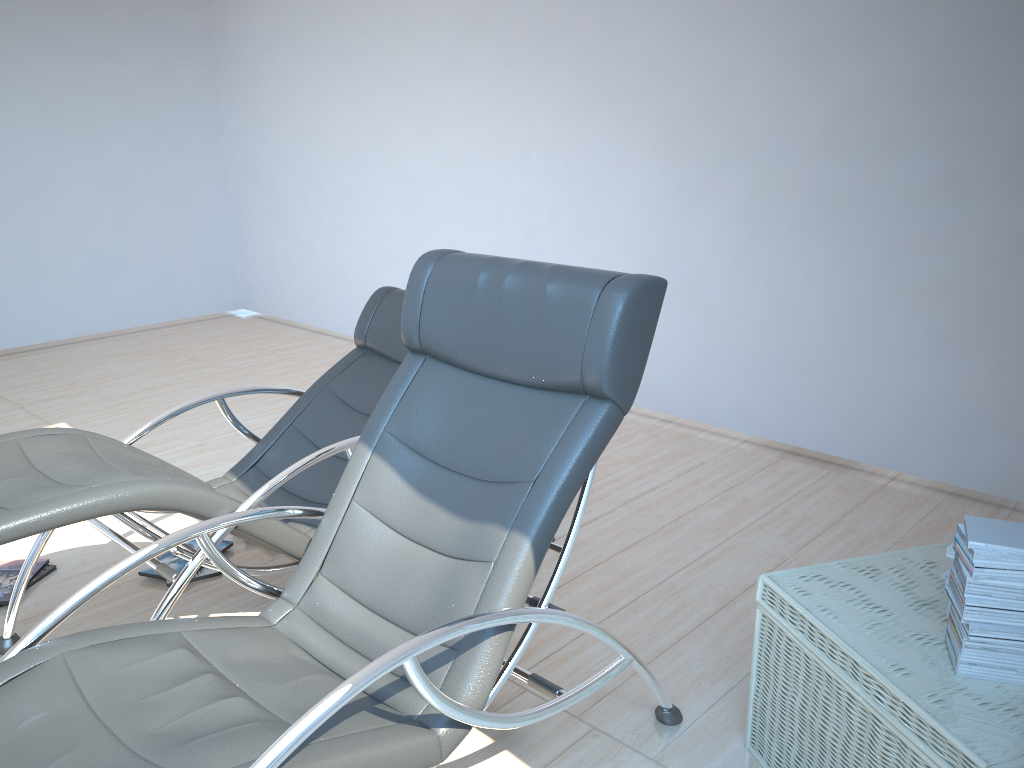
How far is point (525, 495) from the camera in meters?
2.0 m

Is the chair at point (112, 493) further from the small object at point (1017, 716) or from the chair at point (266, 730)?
the small object at point (1017, 716)

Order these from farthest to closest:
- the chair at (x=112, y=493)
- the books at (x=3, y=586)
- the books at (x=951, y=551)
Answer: the books at (x=3, y=586) → the chair at (x=112, y=493) → the books at (x=951, y=551)

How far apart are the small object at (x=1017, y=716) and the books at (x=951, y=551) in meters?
0.1 m

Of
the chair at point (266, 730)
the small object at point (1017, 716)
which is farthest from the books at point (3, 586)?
the small object at point (1017, 716)

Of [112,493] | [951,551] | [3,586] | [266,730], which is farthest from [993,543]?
[3,586]

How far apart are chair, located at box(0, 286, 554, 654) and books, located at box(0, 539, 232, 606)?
0.29m

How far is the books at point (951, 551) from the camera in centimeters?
198cm

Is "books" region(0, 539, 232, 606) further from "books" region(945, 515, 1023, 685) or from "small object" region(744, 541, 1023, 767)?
"books" region(945, 515, 1023, 685)

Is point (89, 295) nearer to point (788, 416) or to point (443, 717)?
point (788, 416)
